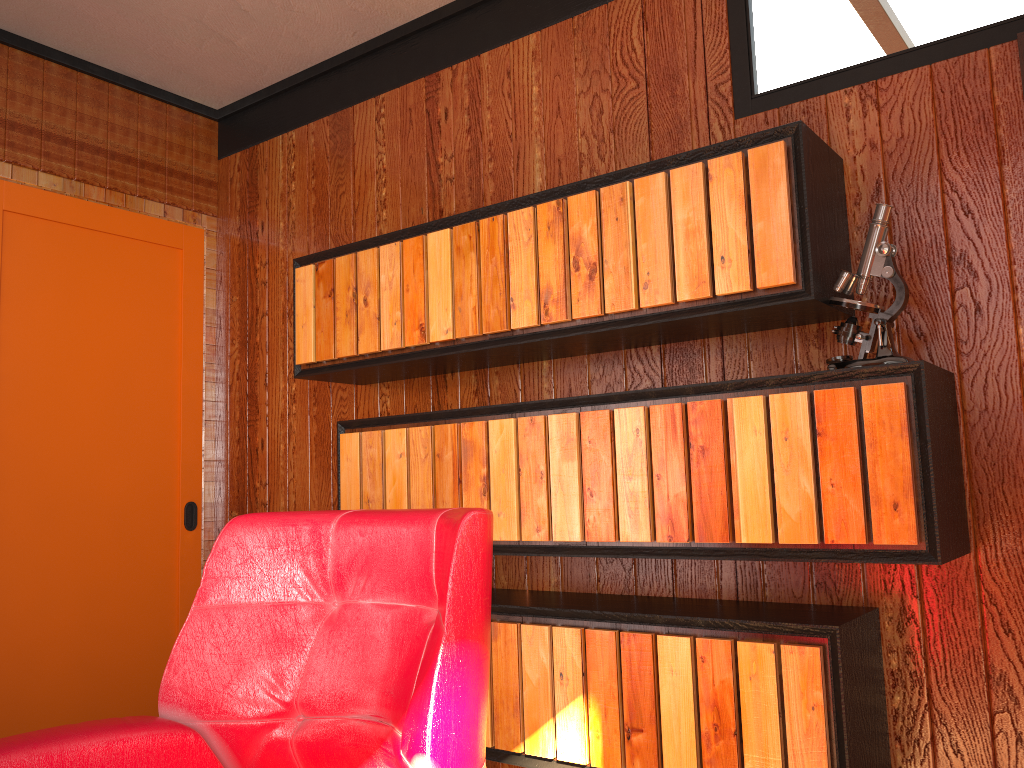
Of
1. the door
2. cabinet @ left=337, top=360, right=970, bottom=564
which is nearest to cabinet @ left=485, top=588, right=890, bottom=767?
cabinet @ left=337, top=360, right=970, bottom=564

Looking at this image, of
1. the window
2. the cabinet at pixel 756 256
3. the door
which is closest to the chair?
the cabinet at pixel 756 256

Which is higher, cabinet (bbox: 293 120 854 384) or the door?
the door

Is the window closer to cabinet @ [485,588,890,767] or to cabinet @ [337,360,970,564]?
cabinet @ [337,360,970,564]

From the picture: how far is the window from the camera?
2.95m

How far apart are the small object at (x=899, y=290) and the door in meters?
0.5 m

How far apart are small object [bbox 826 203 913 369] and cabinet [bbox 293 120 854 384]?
0.0m

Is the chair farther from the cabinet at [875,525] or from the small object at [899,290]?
the small object at [899,290]

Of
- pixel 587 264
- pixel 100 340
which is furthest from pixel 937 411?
pixel 100 340

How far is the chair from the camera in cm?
120
